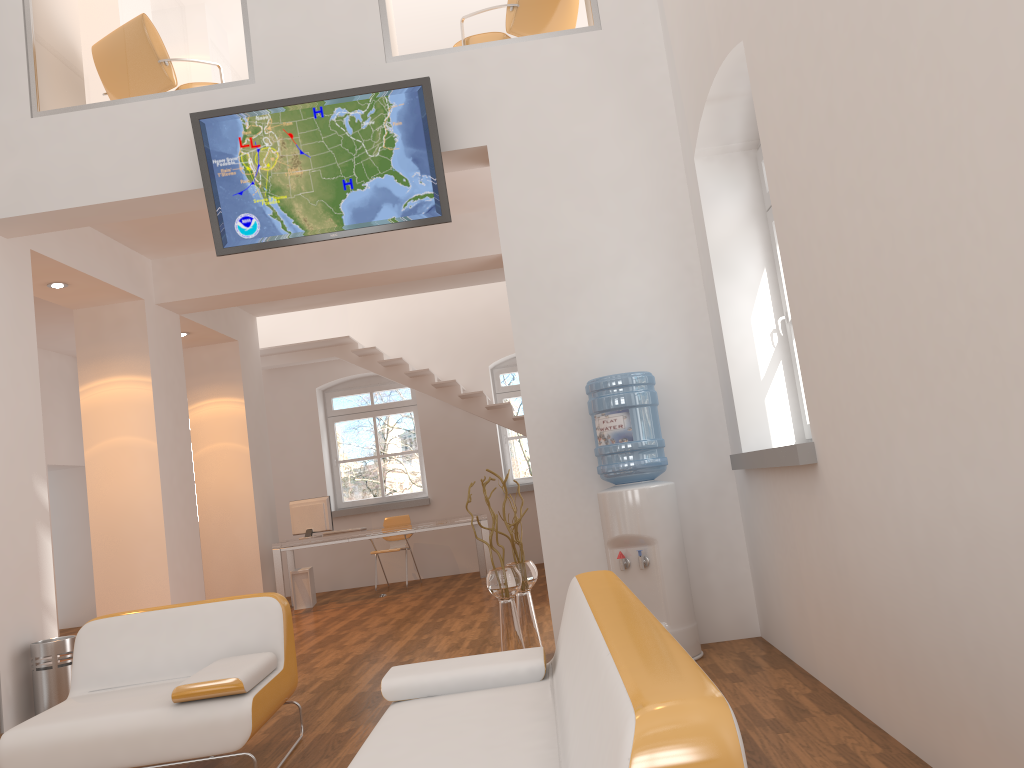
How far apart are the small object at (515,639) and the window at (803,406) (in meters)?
1.71

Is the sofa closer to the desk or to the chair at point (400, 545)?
the desk

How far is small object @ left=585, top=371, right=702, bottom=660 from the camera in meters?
4.5

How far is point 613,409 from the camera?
4.6m

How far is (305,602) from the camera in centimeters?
962cm

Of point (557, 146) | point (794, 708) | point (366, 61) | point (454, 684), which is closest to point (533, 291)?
point (557, 146)

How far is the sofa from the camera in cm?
119

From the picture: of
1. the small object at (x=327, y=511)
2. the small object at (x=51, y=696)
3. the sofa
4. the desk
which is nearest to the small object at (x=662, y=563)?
the sofa

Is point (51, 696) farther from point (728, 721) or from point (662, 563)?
point (728, 721)

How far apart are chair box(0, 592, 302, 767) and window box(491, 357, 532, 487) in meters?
7.8 m
